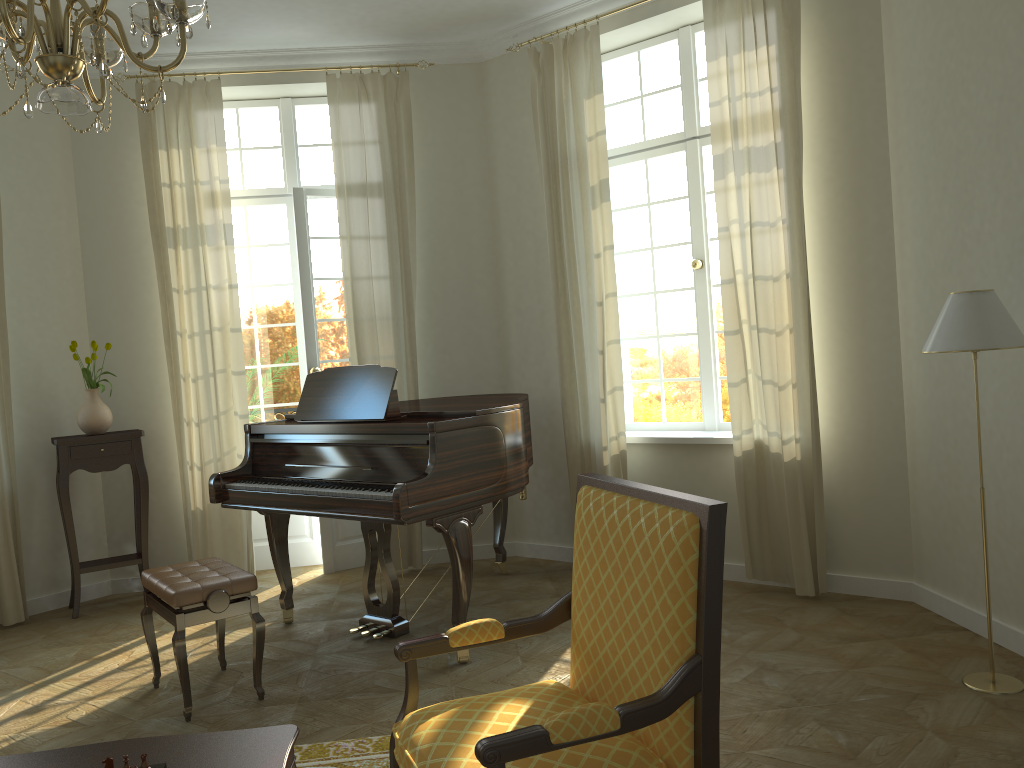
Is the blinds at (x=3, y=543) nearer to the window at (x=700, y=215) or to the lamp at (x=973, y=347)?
the window at (x=700, y=215)

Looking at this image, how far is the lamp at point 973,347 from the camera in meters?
3.3

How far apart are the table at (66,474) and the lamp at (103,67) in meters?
3.5 m

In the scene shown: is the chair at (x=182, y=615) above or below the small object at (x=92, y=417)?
below

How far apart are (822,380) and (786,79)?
1.6 meters

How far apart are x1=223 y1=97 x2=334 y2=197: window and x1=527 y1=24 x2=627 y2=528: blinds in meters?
1.6 m

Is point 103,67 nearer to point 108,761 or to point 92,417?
point 108,761

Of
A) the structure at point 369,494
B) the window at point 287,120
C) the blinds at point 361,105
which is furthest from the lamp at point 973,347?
the window at point 287,120

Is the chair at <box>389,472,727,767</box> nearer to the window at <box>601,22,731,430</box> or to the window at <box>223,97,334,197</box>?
the window at <box>601,22,731,430</box>

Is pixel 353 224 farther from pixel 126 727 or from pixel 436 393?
pixel 126 727
